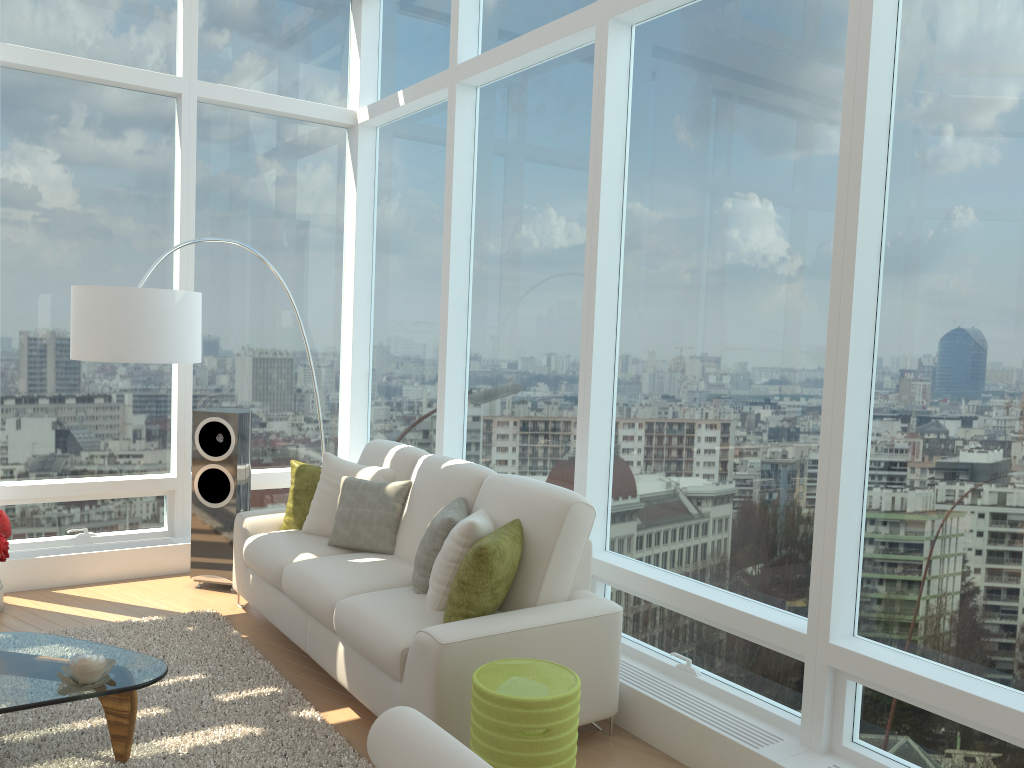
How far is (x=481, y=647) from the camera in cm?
338

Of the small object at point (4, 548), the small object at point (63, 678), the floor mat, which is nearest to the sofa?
the floor mat

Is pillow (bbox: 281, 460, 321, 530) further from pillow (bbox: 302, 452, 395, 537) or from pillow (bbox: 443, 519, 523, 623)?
pillow (bbox: 443, 519, 523, 623)

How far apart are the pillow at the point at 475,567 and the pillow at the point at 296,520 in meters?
1.8 m

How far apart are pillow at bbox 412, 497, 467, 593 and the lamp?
1.8m

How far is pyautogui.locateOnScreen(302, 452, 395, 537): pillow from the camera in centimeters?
505cm

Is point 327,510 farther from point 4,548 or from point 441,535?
point 4,548

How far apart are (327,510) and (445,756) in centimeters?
298cm

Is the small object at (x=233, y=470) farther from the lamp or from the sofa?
the lamp

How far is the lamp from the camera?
4.7 meters
